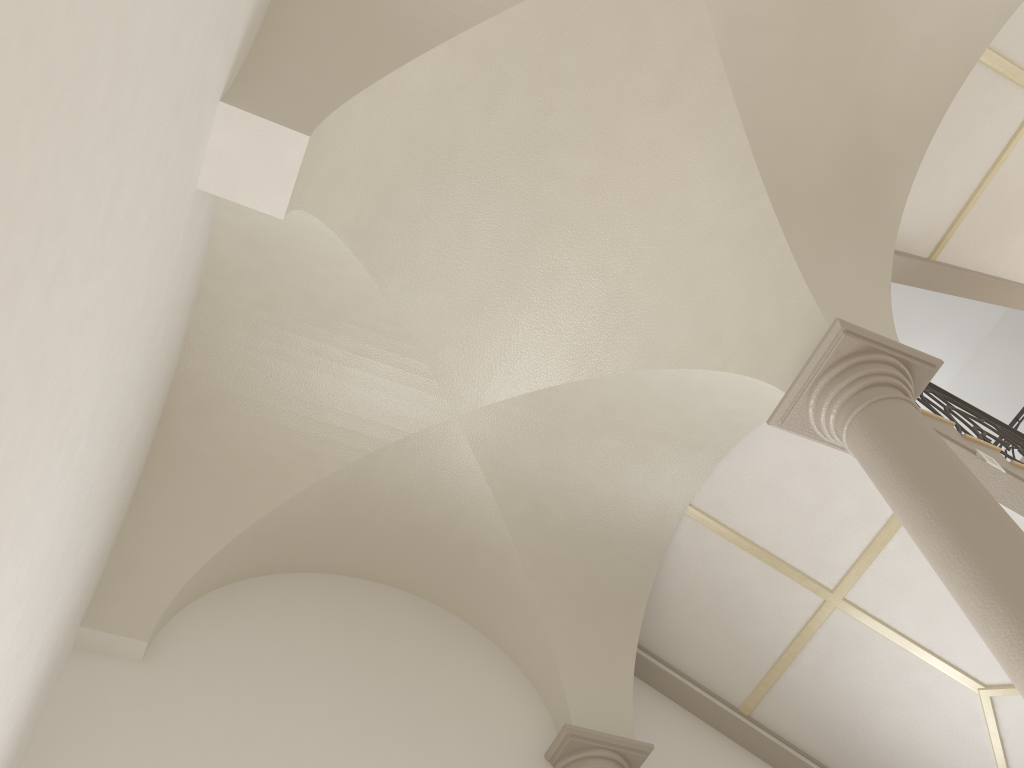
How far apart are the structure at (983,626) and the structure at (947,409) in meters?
2.0 m

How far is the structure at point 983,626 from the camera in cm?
335

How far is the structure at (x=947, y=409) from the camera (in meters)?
6.70

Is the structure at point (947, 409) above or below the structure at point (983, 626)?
above

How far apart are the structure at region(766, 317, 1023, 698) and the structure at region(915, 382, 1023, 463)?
1.96m

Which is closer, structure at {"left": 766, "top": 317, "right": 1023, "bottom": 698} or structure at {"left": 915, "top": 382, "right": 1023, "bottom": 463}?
structure at {"left": 766, "top": 317, "right": 1023, "bottom": 698}

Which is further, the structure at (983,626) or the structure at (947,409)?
the structure at (947,409)

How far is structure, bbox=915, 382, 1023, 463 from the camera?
6.70m

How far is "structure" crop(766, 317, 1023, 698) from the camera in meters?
3.4 m

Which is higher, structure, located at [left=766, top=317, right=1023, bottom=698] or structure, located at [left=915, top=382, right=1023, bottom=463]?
structure, located at [left=915, top=382, right=1023, bottom=463]
